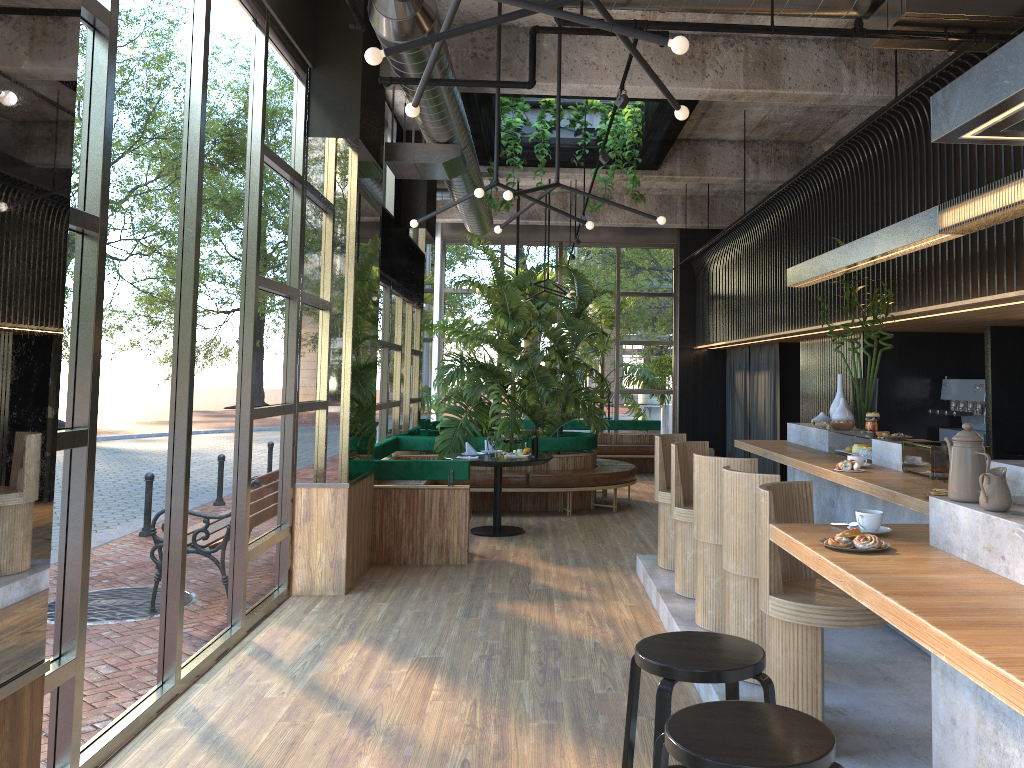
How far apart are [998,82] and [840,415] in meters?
4.2 m

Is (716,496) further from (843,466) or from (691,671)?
(691,671)

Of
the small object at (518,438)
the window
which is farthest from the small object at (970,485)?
the window

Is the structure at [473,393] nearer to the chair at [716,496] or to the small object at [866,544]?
the chair at [716,496]

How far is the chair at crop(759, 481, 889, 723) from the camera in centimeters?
341cm

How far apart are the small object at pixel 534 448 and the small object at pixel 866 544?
1.0 meters

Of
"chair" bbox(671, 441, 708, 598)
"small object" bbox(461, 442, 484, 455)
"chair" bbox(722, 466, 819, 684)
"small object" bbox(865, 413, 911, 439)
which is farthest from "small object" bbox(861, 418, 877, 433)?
"small object" bbox(461, 442, 484, 455)

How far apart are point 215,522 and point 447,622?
1.6 meters

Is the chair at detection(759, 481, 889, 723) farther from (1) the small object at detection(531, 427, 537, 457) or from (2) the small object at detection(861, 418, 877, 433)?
(2) the small object at detection(861, 418, 877, 433)

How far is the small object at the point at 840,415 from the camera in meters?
6.4
